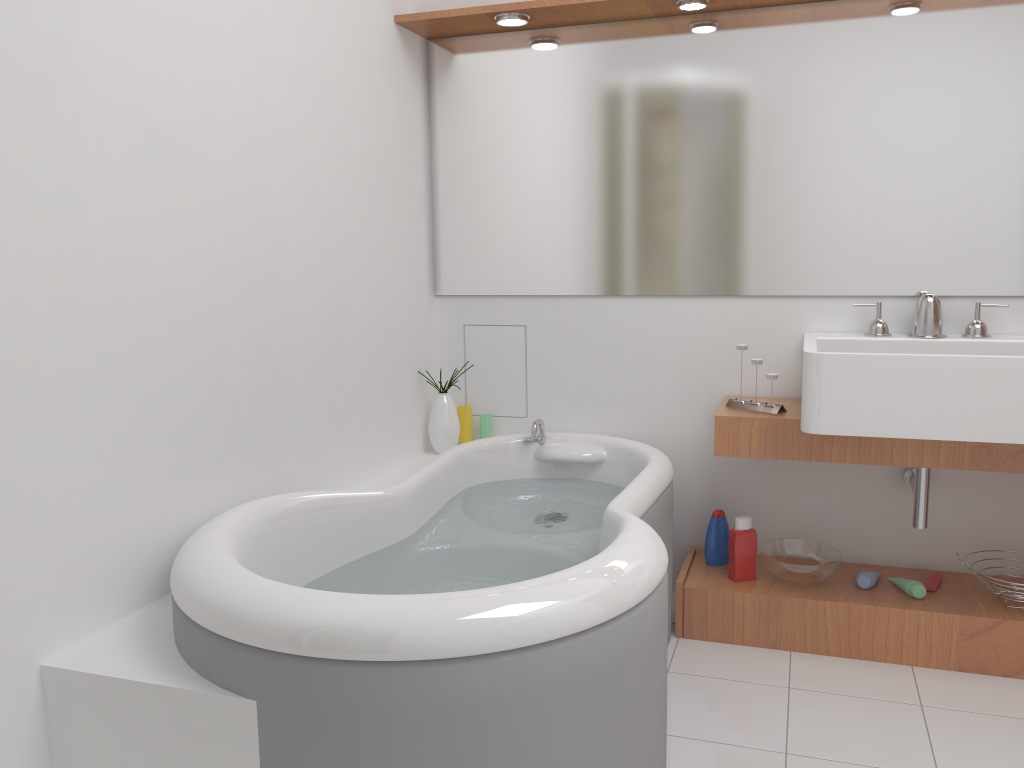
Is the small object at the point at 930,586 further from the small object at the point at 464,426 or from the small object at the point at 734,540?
the small object at the point at 464,426

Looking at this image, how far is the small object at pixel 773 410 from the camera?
2.6m

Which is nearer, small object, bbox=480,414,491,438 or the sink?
the sink

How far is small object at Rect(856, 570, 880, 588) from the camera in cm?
267

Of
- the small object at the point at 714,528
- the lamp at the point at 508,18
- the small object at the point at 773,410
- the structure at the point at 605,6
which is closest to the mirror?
the structure at the point at 605,6

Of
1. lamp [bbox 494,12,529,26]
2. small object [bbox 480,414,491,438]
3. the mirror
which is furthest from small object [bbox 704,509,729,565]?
lamp [bbox 494,12,529,26]

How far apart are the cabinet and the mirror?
0.4 meters

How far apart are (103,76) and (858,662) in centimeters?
244cm

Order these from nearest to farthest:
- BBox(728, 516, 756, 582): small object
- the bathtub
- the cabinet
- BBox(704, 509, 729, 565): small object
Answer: the bathtub → the cabinet → BBox(728, 516, 756, 582): small object → BBox(704, 509, 729, 565): small object

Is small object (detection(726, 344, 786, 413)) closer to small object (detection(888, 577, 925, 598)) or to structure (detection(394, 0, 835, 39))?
small object (detection(888, 577, 925, 598))
